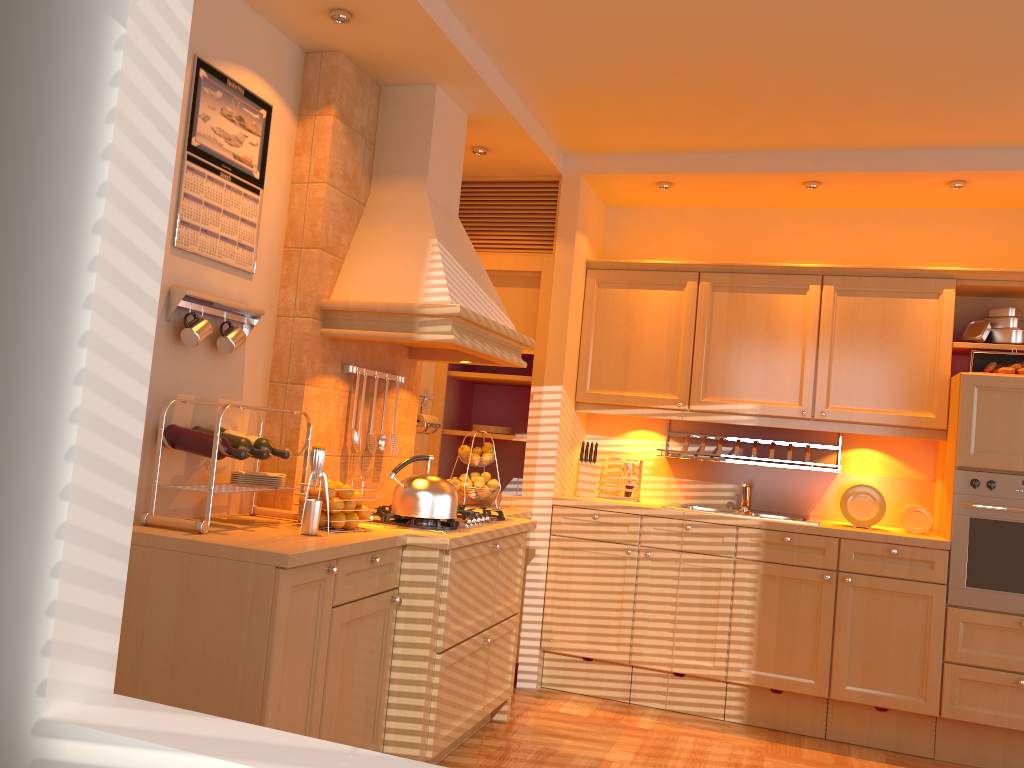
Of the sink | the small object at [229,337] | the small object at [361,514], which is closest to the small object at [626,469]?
the sink

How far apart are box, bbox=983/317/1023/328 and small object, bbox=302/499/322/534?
3.3m

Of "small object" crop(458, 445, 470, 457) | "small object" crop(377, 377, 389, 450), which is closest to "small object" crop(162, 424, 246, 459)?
"small object" crop(377, 377, 389, 450)

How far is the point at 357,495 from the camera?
3.0m

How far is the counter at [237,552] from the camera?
2.37m

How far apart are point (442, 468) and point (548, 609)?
0.99m

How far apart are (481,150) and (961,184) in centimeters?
223cm

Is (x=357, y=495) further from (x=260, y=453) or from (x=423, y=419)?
(x=423, y=419)

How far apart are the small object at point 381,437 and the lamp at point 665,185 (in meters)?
1.96

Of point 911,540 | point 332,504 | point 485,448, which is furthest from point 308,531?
point 911,540
